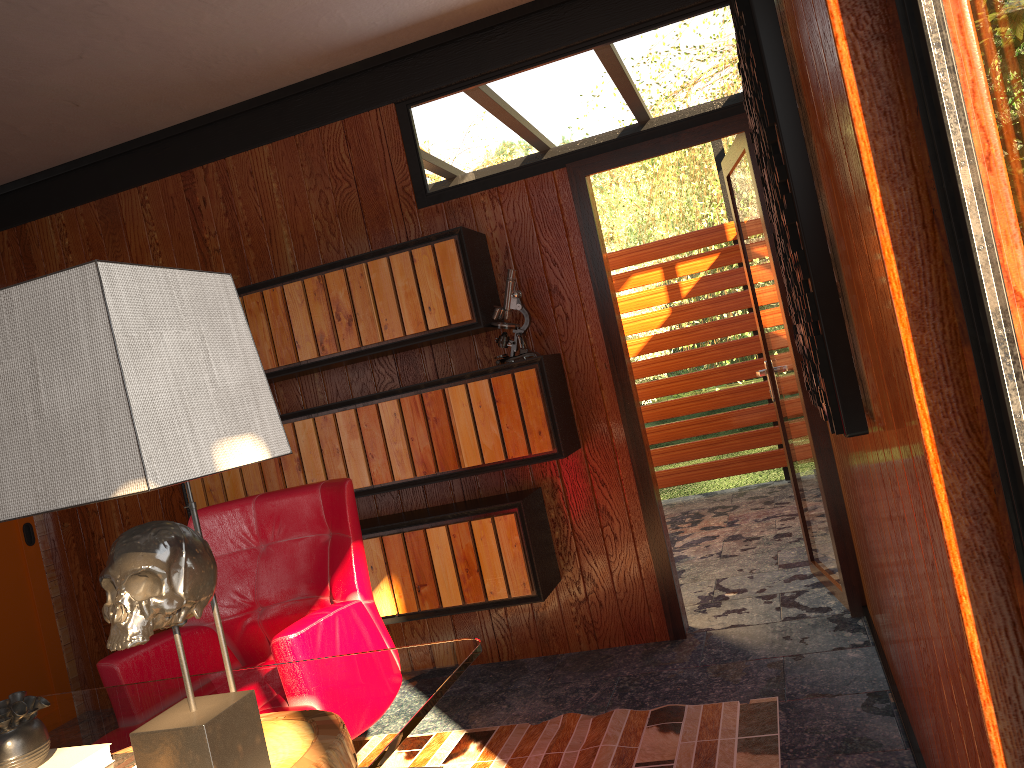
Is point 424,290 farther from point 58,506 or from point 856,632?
point 58,506

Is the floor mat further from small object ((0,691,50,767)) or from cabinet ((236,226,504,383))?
small object ((0,691,50,767))

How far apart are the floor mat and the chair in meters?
0.5 m

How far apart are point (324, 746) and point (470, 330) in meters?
2.1

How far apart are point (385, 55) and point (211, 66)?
0.7 meters

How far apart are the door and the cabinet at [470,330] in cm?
40

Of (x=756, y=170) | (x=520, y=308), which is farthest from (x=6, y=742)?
(x=756, y=170)

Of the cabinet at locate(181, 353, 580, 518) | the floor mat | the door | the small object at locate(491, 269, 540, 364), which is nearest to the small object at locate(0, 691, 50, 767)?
the floor mat

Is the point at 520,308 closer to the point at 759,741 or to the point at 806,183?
the point at 759,741

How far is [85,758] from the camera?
1.35m
